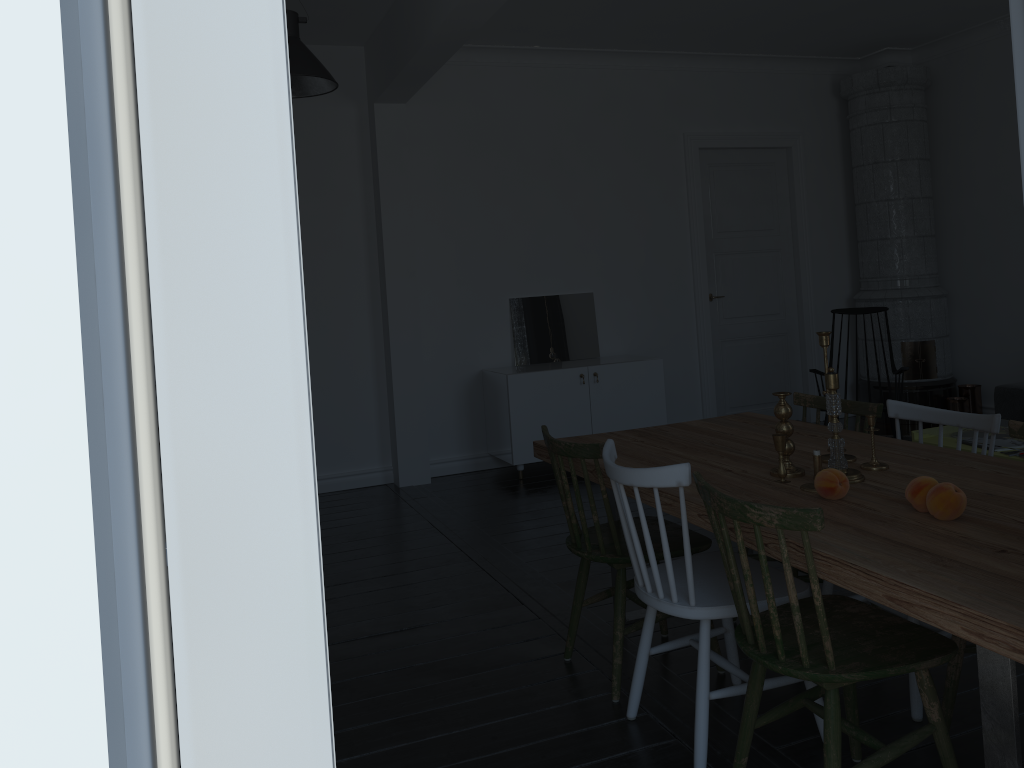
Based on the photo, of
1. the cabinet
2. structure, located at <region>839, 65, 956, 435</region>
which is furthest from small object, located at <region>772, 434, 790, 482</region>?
structure, located at <region>839, 65, 956, 435</region>

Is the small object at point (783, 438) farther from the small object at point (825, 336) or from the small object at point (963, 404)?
the small object at point (963, 404)

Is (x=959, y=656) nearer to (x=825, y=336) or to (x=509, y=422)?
(x=825, y=336)

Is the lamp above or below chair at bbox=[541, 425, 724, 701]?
above

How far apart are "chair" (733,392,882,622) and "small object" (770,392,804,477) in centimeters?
69cm

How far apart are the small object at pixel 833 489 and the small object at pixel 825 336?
0.46m

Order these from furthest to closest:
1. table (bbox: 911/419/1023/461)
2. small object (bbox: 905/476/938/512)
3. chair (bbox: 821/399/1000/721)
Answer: table (bbox: 911/419/1023/461)
chair (bbox: 821/399/1000/721)
small object (bbox: 905/476/938/512)

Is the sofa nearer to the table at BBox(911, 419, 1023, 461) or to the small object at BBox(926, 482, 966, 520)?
the table at BBox(911, 419, 1023, 461)

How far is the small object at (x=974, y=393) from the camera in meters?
7.0

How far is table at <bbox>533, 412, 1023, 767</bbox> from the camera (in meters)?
1.66
